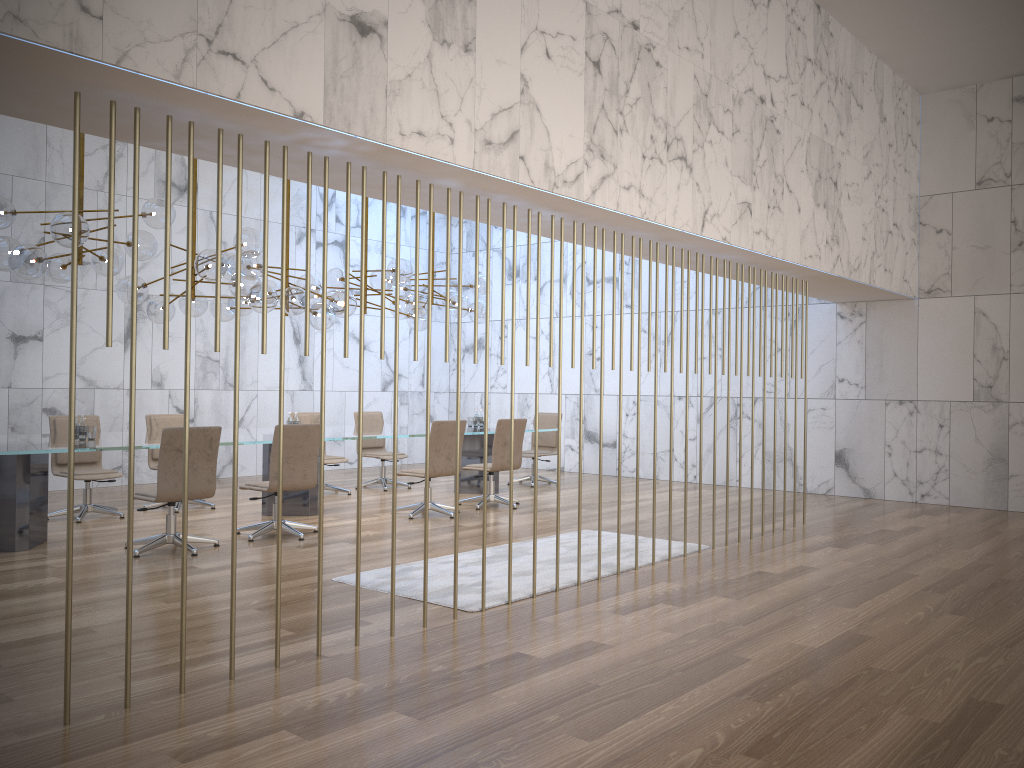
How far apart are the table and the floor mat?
2.1 meters

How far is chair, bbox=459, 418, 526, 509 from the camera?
9.69m

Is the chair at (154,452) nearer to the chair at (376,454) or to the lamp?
the lamp

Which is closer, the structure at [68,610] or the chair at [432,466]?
the structure at [68,610]

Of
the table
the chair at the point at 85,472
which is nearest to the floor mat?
the table

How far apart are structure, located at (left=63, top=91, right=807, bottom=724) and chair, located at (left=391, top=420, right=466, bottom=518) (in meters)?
5.34

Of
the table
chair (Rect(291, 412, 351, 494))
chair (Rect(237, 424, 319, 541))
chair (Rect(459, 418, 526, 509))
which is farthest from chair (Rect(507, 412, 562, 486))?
chair (Rect(237, 424, 319, 541))

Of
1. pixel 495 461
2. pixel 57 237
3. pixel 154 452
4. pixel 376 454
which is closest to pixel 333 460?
pixel 376 454

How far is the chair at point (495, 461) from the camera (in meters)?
9.69

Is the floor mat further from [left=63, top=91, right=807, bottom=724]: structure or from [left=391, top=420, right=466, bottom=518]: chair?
[left=63, top=91, right=807, bottom=724]: structure
